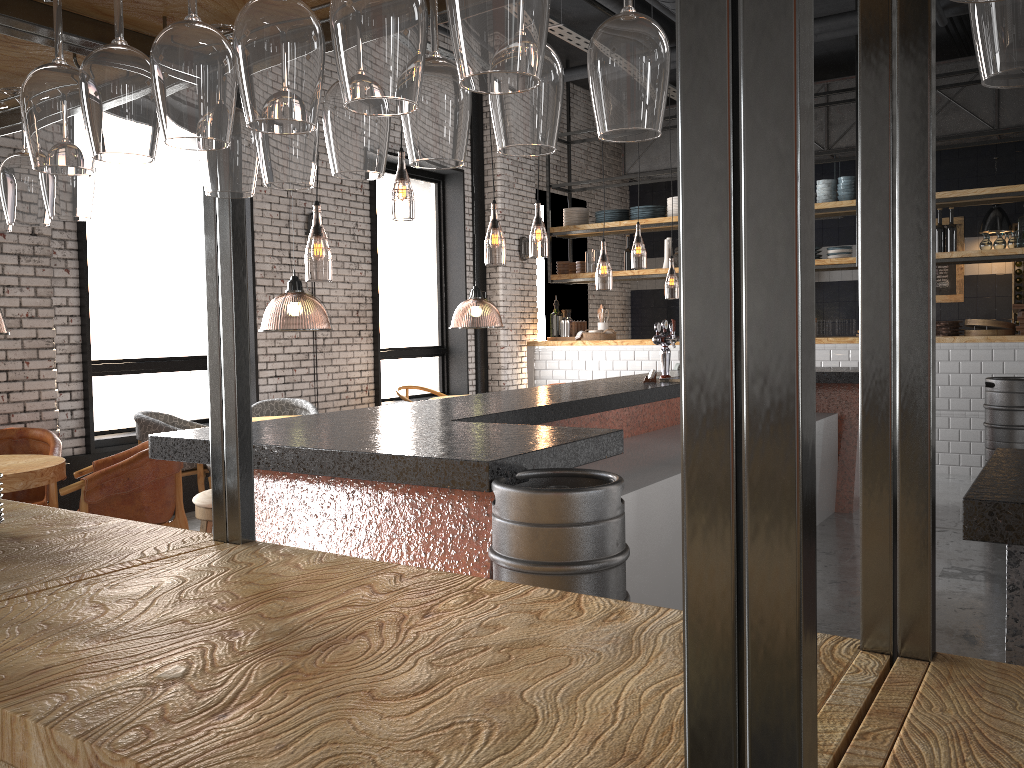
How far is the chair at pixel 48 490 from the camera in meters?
5.2

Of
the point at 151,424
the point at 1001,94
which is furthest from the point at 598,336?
the point at 151,424

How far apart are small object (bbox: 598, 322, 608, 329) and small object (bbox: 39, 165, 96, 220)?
9.23m

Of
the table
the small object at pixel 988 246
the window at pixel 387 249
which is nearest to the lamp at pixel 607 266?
the window at pixel 387 249

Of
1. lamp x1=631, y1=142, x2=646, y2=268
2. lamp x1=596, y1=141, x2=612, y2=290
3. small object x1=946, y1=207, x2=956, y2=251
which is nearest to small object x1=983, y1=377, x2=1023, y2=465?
small object x1=946, y1=207, x2=956, y2=251

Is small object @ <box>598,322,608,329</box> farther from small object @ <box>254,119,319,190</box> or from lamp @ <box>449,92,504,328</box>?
small object @ <box>254,119,319,190</box>

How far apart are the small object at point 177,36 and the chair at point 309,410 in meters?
6.4 m

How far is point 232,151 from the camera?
1.4m

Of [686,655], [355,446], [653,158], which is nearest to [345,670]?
[686,655]

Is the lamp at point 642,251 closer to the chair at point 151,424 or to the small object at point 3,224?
the chair at point 151,424
